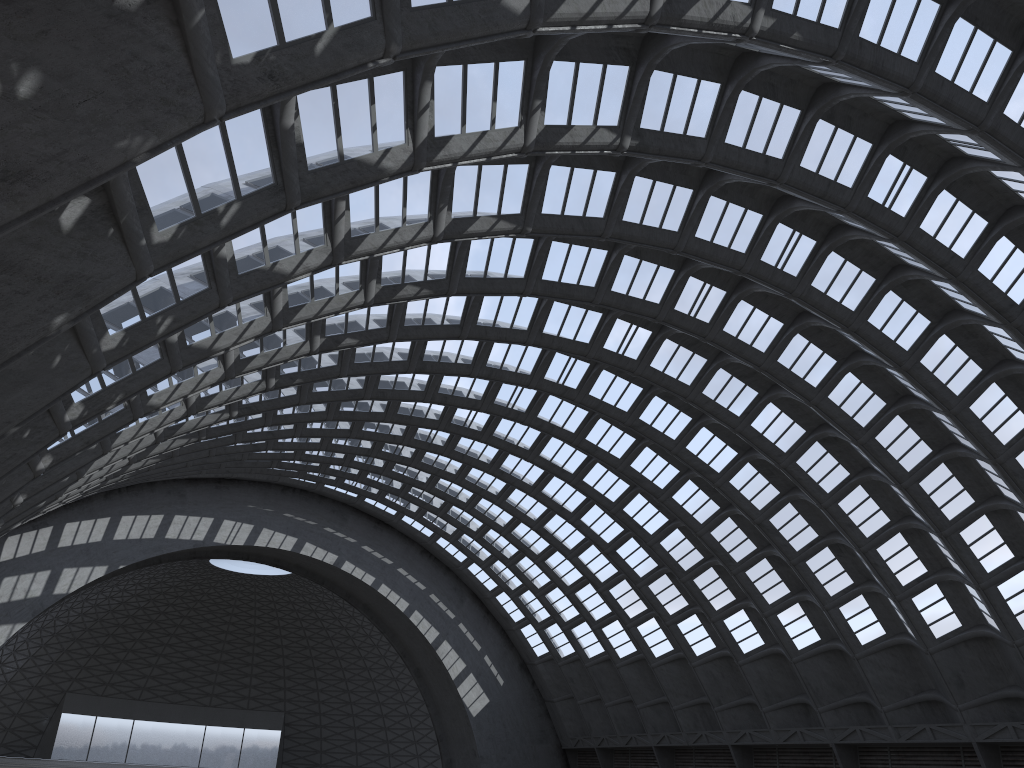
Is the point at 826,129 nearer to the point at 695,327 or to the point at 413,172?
the point at 695,327

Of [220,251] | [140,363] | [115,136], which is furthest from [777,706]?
[115,136]
